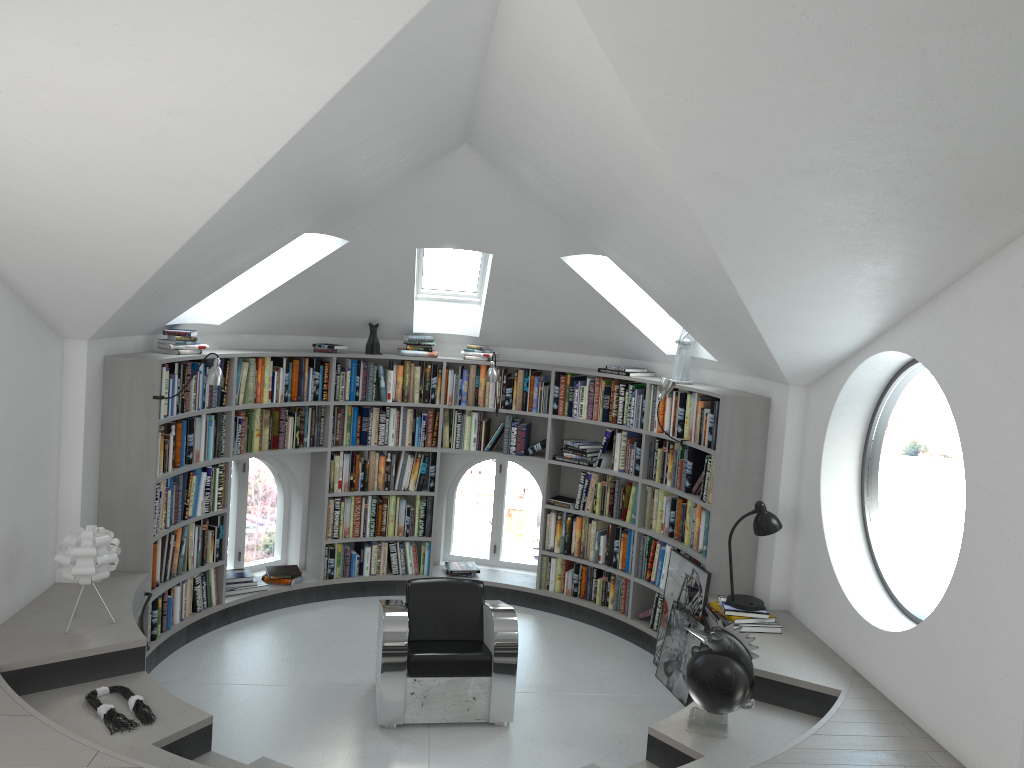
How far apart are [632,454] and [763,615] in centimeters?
189cm

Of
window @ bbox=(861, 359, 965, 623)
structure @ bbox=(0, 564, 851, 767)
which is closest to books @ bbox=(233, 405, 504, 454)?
structure @ bbox=(0, 564, 851, 767)

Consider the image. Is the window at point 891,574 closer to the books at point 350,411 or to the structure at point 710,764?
the structure at point 710,764

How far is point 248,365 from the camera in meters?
6.7 m

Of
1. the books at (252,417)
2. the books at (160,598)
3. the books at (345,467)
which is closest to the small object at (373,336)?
the books at (252,417)

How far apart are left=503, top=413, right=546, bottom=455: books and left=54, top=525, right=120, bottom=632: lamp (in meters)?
3.42

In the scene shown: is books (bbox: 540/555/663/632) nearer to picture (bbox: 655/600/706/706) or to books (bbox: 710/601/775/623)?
picture (bbox: 655/600/706/706)

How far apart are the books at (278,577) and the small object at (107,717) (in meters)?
2.72

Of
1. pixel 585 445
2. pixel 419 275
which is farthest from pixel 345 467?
pixel 585 445

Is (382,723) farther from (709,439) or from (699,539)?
(709,439)
